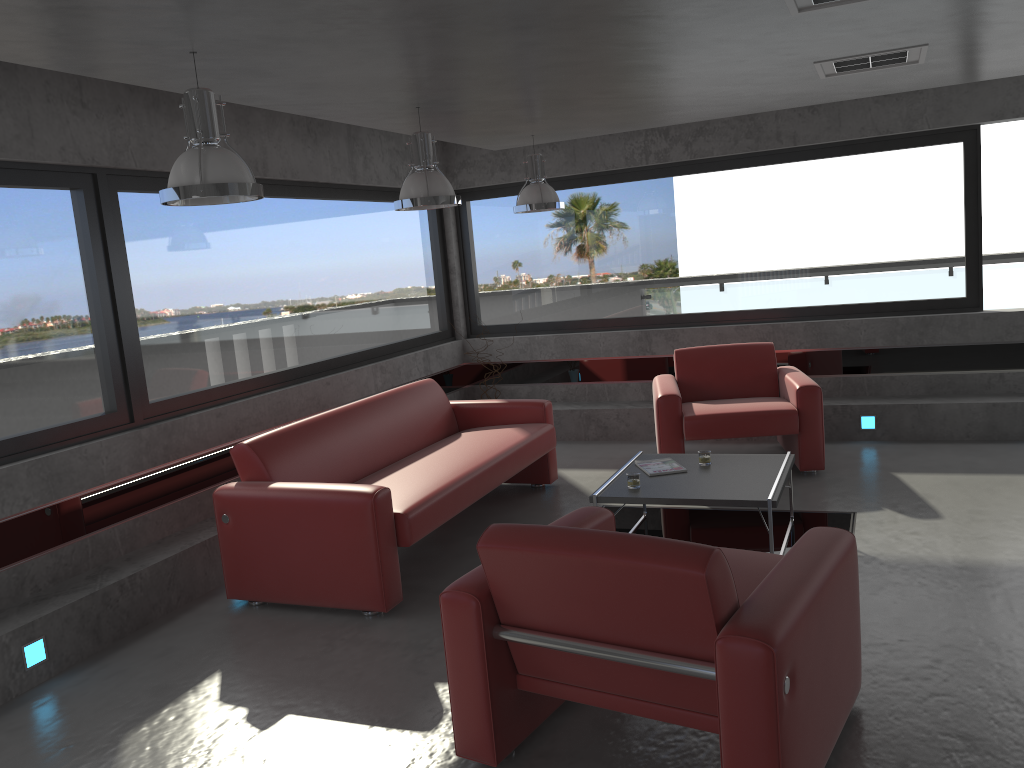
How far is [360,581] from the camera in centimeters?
449cm

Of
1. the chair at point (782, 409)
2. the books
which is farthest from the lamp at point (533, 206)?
the books

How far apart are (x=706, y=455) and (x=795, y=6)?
2.62m

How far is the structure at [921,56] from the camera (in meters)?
4.84

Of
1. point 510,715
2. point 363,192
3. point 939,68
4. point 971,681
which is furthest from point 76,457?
point 939,68

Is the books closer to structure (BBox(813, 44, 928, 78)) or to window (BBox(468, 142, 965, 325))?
structure (BBox(813, 44, 928, 78))

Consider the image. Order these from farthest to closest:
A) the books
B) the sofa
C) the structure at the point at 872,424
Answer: the structure at the point at 872,424 → the books → the sofa

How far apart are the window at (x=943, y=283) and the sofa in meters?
2.2

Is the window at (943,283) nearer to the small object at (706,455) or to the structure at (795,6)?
the small object at (706,455)

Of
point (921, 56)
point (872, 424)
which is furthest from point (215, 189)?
point (872, 424)
